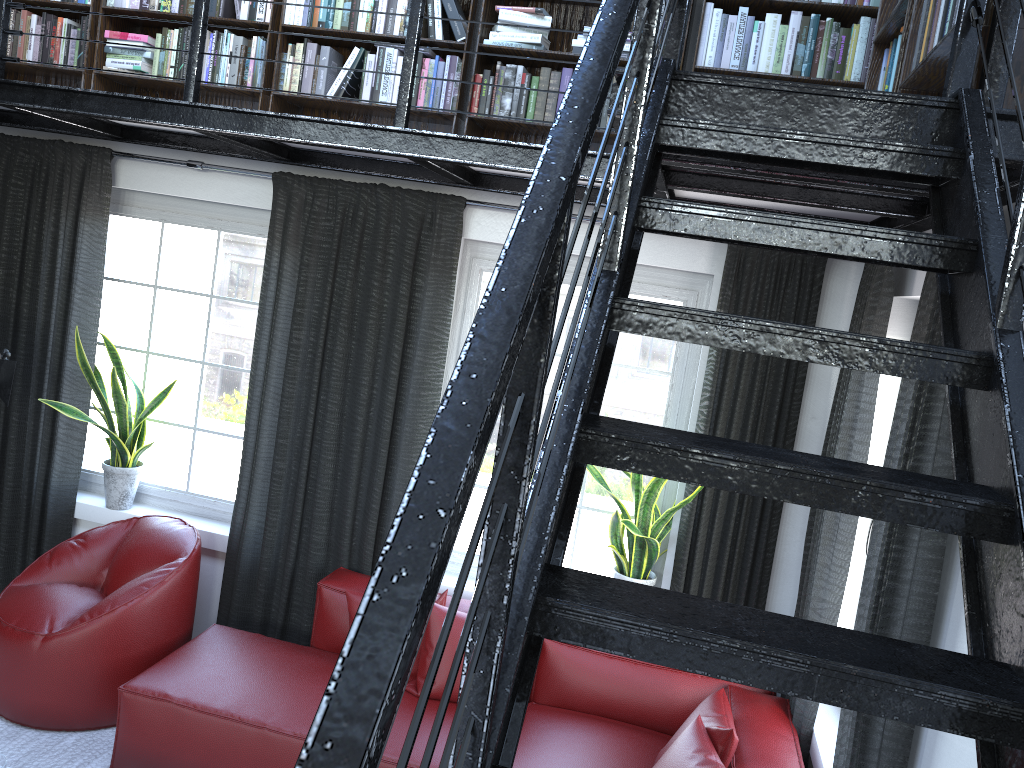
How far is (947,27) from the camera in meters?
2.0

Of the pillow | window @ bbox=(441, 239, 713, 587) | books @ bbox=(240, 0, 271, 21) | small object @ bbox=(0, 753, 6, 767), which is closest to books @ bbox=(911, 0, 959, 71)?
window @ bbox=(441, 239, 713, 587)

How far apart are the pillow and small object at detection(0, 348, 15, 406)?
1.7 meters

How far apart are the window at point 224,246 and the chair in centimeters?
33cm

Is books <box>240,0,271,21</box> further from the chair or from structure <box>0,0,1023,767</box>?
the chair

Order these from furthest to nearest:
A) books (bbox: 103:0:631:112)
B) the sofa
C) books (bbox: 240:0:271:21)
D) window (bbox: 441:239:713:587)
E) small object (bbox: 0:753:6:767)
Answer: window (bbox: 441:239:713:587)
books (bbox: 240:0:271:21)
books (bbox: 103:0:631:112)
the sofa
small object (bbox: 0:753:6:767)

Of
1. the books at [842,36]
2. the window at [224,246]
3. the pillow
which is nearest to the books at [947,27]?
the books at [842,36]

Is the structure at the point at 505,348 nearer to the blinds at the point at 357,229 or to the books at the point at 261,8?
the blinds at the point at 357,229

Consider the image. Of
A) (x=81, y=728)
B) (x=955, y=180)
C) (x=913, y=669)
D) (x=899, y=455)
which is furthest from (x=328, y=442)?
(x=913, y=669)

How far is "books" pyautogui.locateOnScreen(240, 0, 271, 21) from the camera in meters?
3.9 m
